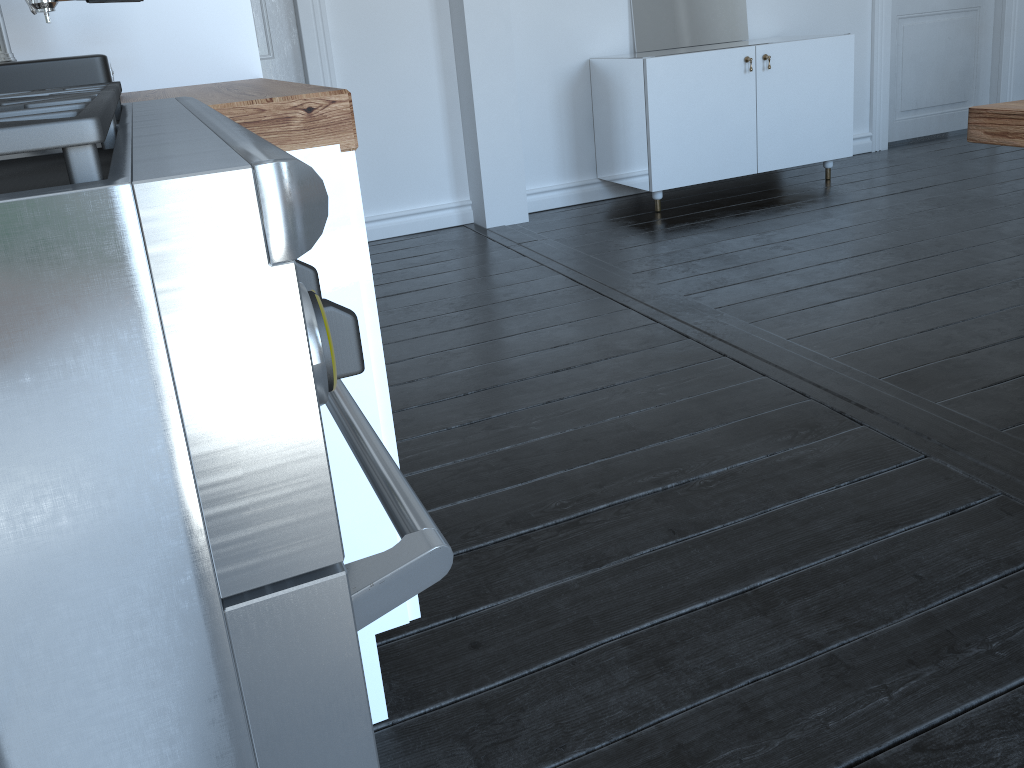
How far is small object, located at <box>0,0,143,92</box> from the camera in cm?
125

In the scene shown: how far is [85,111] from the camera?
0.4m

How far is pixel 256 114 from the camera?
0.98m

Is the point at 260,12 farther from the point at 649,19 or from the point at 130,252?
the point at 130,252

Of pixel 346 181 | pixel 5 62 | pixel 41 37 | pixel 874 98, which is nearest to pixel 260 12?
pixel 41 37

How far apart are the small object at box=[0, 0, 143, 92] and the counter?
0.03m

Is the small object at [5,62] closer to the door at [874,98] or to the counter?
the counter

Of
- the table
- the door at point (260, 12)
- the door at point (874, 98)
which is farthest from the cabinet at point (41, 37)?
the door at point (874, 98)

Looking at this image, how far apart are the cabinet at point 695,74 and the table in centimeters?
250cm

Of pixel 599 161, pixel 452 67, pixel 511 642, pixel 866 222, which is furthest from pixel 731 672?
pixel 599 161
